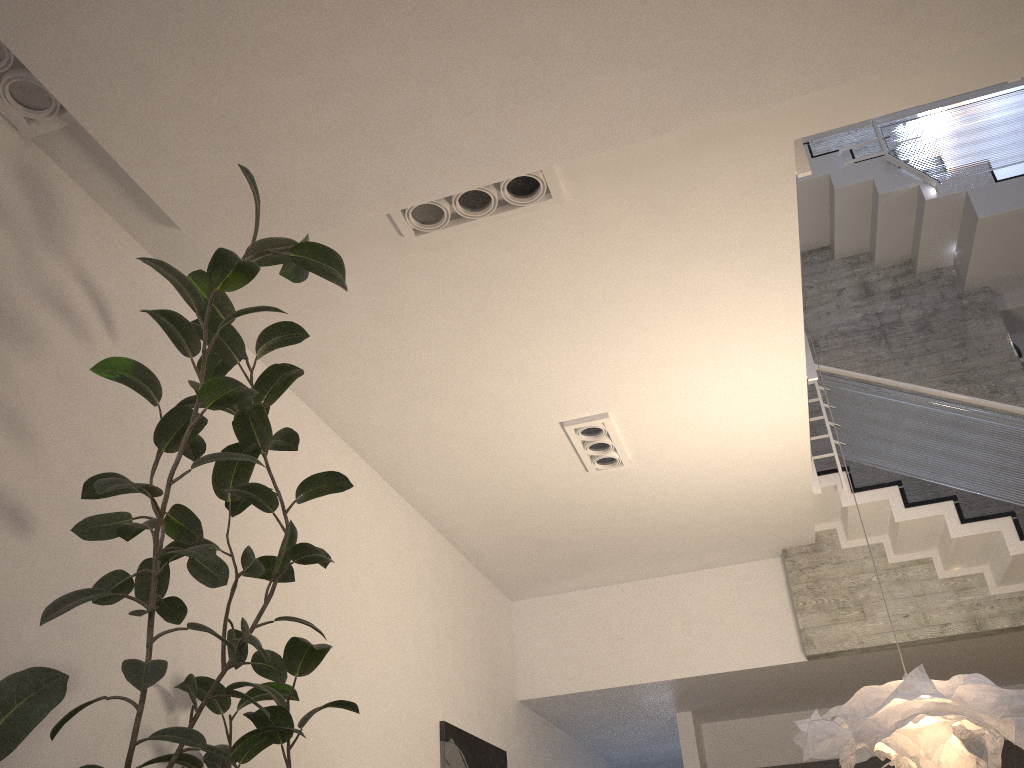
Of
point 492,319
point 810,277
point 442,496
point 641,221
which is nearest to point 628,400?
point 492,319

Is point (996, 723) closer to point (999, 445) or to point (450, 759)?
point (999, 445)

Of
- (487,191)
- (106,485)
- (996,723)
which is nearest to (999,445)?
(996,723)

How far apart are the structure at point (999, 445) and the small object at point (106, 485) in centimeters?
197cm

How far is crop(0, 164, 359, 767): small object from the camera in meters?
Answer: 1.9

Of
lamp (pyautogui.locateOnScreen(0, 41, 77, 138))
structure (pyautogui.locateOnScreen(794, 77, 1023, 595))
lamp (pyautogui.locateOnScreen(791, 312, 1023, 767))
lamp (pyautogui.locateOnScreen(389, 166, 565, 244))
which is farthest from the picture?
lamp (pyautogui.locateOnScreen(0, 41, 77, 138))

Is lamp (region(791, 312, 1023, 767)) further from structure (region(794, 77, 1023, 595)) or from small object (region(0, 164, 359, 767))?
small object (region(0, 164, 359, 767))

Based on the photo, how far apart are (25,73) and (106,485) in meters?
1.6 m

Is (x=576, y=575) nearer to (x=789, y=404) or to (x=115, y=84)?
(x=789, y=404)

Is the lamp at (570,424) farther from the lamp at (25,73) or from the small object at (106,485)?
the lamp at (25,73)
